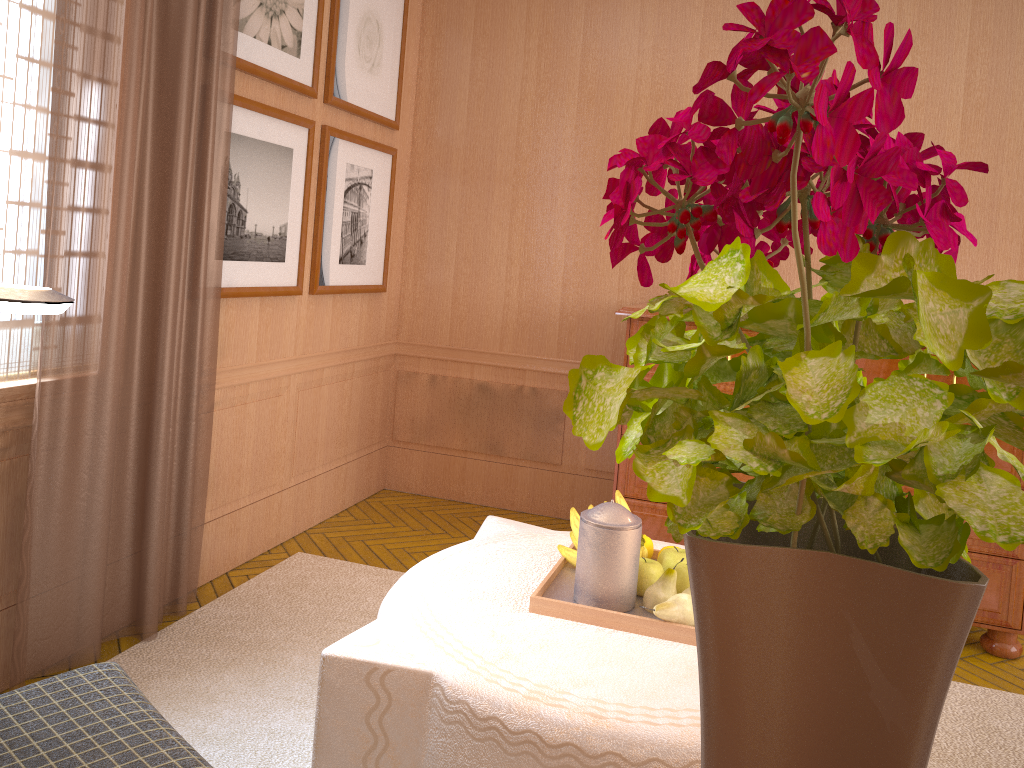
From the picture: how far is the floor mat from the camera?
4.1 meters

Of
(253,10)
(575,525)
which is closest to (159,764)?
(575,525)

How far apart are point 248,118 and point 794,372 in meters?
5.3

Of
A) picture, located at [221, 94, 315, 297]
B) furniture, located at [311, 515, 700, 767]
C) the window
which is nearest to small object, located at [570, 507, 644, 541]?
furniture, located at [311, 515, 700, 767]

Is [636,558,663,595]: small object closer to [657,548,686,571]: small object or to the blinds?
[657,548,686,571]: small object

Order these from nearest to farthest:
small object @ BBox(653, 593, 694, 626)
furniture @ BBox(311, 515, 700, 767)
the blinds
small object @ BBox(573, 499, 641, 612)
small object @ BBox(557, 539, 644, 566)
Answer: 1. furniture @ BBox(311, 515, 700, 767)
2. small object @ BBox(653, 593, 694, 626)
3. small object @ BBox(573, 499, 641, 612)
4. small object @ BBox(557, 539, 644, 566)
5. the blinds

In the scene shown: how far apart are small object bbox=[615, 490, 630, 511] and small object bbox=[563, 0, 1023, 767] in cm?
297

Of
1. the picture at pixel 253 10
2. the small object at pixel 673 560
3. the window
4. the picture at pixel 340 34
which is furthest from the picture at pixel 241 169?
the small object at pixel 673 560

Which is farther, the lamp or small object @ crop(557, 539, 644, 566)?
small object @ crop(557, 539, 644, 566)

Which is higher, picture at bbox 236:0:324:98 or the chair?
picture at bbox 236:0:324:98
